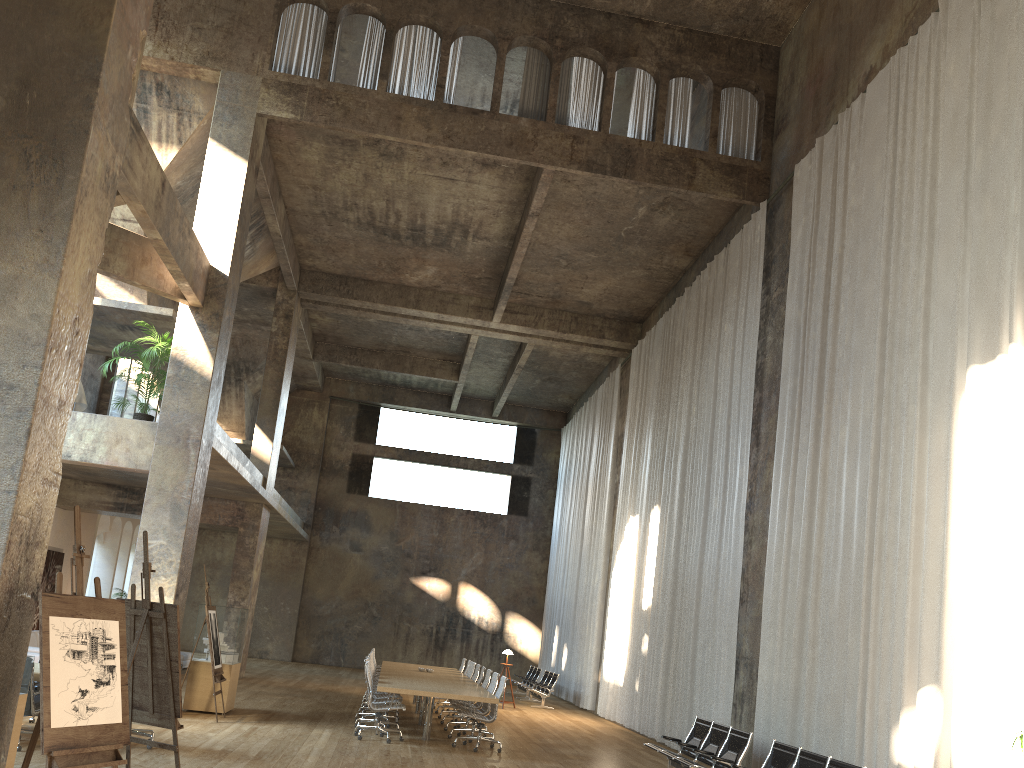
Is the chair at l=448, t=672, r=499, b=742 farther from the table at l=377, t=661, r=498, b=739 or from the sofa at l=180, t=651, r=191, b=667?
the sofa at l=180, t=651, r=191, b=667

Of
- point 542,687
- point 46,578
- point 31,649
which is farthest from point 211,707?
point 542,687

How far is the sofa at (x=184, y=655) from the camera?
19.32m

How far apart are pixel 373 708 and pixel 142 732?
3.2m

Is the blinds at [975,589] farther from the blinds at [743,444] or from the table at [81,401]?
the table at [81,401]

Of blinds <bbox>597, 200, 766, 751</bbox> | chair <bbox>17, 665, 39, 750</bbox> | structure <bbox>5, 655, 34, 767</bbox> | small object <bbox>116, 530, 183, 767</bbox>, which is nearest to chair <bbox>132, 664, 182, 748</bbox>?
chair <bbox>17, 665, 39, 750</bbox>

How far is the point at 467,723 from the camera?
13.4 meters

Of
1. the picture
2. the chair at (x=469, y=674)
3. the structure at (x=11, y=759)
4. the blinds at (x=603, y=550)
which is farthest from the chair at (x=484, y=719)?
the picture

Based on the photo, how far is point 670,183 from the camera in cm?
1428

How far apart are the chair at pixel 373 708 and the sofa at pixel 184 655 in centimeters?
953cm
